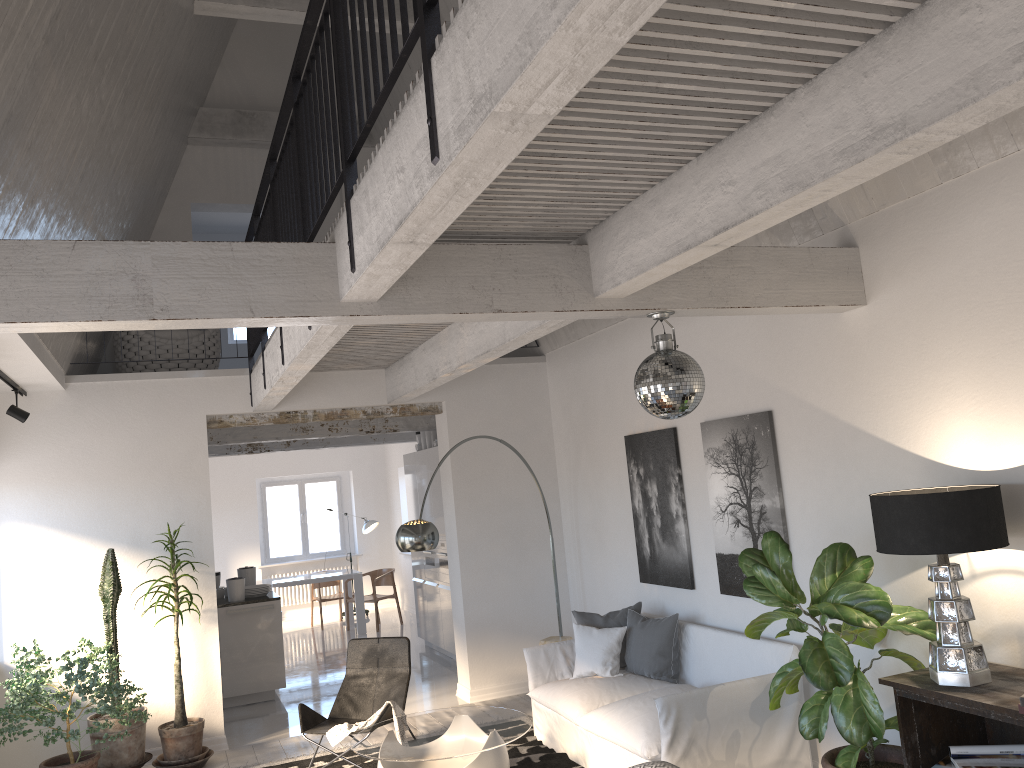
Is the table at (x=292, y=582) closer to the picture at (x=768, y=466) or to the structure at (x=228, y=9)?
the structure at (x=228, y=9)

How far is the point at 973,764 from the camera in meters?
3.6

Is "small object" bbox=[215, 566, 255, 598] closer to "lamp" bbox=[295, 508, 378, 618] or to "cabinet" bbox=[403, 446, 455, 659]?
"cabinet" bbox=[403, 446, 455, 659]

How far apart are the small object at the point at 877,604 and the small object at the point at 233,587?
5.86m

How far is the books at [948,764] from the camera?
3.7 meters

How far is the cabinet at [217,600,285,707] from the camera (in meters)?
8.58

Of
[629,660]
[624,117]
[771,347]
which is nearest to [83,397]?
[629,660]

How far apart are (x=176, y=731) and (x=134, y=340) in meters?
3.4 m

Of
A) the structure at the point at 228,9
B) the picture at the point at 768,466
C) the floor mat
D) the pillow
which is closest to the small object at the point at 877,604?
the picture at the point at 768,466

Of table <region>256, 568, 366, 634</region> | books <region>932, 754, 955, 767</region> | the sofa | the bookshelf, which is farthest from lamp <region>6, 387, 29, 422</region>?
books <region>932, 754, 955, 767</region>
